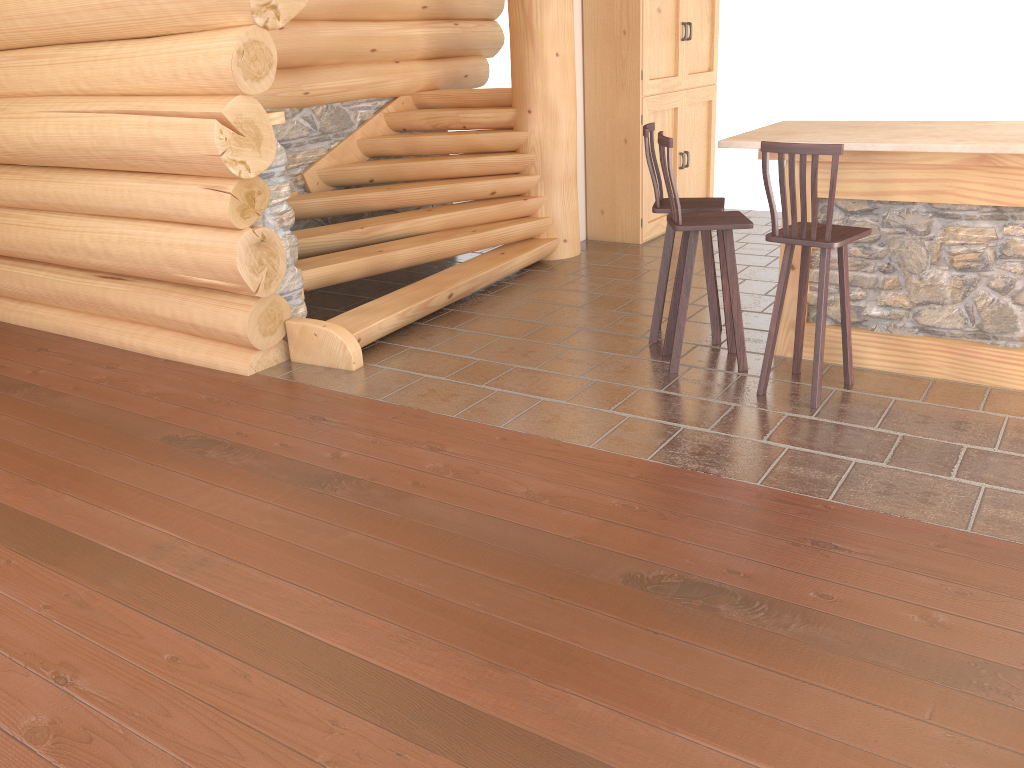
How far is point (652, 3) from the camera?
7.83m

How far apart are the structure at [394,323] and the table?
2.30m

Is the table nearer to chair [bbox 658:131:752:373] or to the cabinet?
chair [bbox 658:131:752:373]

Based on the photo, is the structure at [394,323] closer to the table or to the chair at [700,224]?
the chair at [700,224]

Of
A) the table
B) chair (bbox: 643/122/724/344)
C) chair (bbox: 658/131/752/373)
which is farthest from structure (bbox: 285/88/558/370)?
the table

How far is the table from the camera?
4.44m

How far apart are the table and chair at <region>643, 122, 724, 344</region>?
0.4 meters

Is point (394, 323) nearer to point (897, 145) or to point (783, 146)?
Answer: point (783, 146)

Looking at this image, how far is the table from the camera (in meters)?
4.44

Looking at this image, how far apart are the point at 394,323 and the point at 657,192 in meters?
1.9 m
